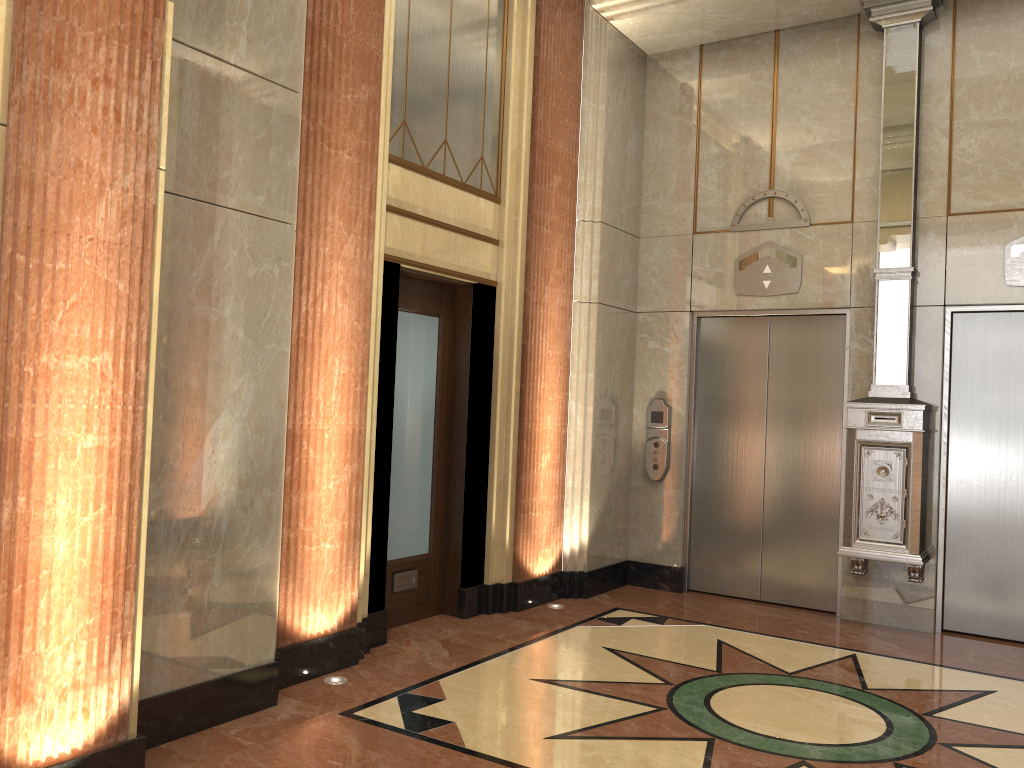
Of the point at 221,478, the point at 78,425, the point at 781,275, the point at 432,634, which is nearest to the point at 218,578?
the point at 221,478
